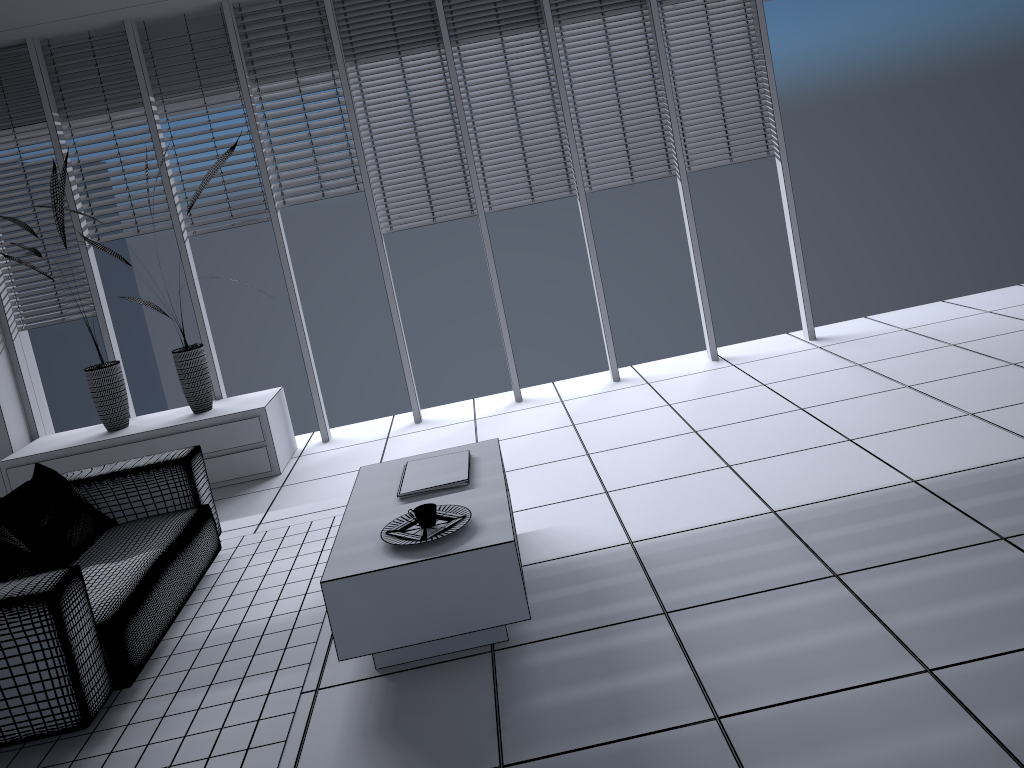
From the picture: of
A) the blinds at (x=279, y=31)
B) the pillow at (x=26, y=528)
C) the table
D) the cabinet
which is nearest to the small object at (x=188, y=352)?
the cabinet

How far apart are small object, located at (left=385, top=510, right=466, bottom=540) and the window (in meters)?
3.01

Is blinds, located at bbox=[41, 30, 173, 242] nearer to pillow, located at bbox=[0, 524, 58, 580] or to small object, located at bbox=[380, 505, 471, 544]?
pillow, located at bbox=[0, 524, 58, 580]

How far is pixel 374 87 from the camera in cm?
590

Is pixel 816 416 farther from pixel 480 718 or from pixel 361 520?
pixel 480 718

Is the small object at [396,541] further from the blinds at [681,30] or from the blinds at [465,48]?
the blinds at [681,30]

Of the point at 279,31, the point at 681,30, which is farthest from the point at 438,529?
the point at 681,30

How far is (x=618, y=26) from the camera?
5.89m

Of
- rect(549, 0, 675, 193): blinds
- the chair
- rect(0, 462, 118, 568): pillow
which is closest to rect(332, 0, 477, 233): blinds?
rect(549, 0, 675, 193): blinds

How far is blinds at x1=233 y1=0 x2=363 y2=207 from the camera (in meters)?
5.78
